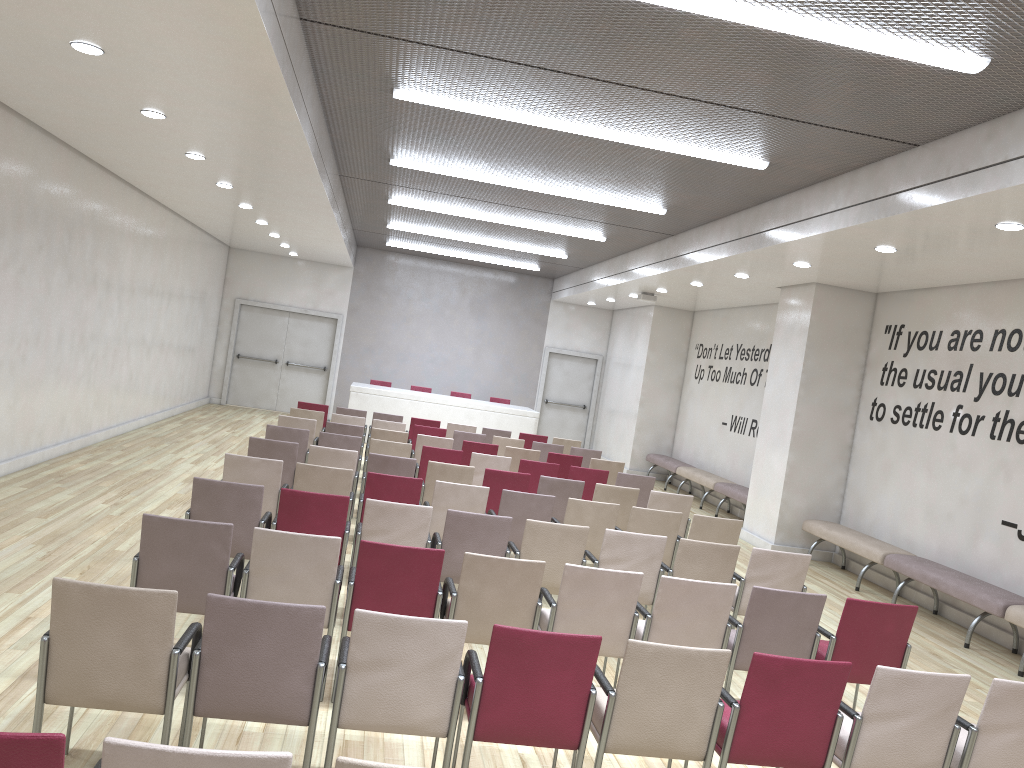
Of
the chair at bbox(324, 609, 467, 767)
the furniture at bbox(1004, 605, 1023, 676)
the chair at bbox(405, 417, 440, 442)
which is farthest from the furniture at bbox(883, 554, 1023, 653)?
the chair at bbox(405, 417, 440, 442)

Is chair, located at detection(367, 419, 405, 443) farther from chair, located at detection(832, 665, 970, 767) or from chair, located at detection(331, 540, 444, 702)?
chair, located at detection(832, 665, 970, 767)

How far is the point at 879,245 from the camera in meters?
8.2

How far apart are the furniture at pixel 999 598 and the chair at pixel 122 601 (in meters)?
6.84

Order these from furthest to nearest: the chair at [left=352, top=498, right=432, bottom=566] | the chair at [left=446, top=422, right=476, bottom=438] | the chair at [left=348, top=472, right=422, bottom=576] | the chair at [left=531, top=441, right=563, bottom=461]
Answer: the chair at [left=446, top=422, right=476, bottom=438]
the chair at [left=531, top=441, right=563, bottom=461]
the chair at [left=348, top=472, right=422, bottom=576]
the chair at [left=352, top=498, right=432, bottom=566]

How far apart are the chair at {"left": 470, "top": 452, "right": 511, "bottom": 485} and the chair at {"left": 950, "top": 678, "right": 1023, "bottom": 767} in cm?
593

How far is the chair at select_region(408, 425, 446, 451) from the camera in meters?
12.0 m

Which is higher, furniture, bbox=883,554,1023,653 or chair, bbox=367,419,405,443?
chair, bbox=367,419,405,443

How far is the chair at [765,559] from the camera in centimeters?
628cm

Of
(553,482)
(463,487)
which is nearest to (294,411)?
(553,482)
